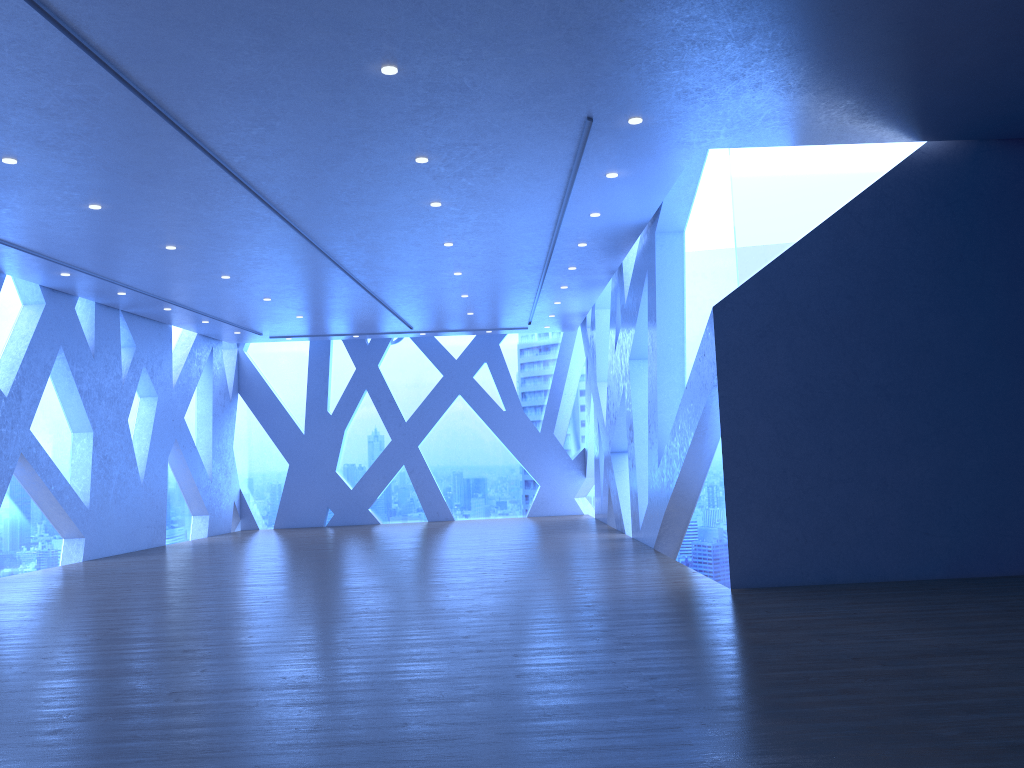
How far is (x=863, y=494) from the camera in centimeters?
765cm
